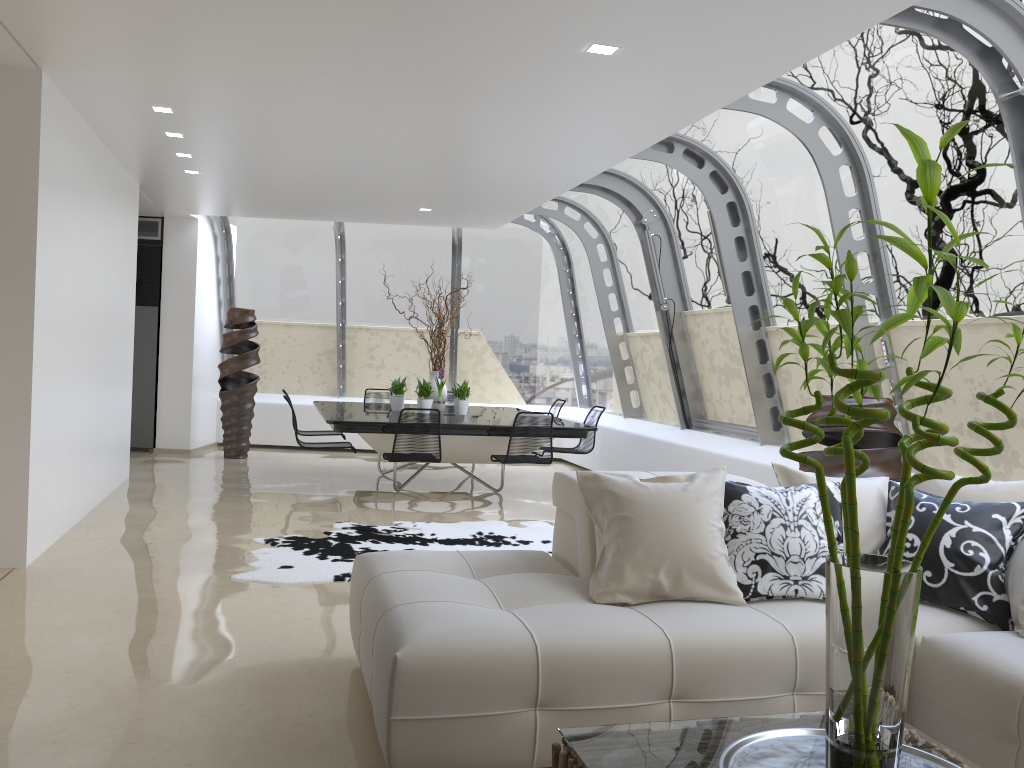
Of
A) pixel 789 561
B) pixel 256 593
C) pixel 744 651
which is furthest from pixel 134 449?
pixel 744 651

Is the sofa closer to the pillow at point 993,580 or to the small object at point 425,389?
the pillow at point 993,580

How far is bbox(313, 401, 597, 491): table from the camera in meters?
7.8 m

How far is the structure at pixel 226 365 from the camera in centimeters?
1060cm

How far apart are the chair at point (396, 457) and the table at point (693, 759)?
5.27m

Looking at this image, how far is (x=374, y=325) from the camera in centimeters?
1219cm

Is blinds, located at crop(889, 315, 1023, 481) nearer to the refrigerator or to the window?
the window

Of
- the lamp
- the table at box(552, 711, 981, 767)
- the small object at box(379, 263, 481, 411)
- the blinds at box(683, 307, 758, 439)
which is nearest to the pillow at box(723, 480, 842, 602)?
the table at box(552, 711, 981, 767)

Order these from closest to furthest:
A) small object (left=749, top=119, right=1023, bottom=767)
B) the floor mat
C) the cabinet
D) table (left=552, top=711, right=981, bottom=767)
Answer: small object (left=749, top=119, right=1023, bottom=767), table (left=552, top=711, right=981, bottom=767), the floor mat, the cabinet

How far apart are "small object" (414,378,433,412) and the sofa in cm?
497
